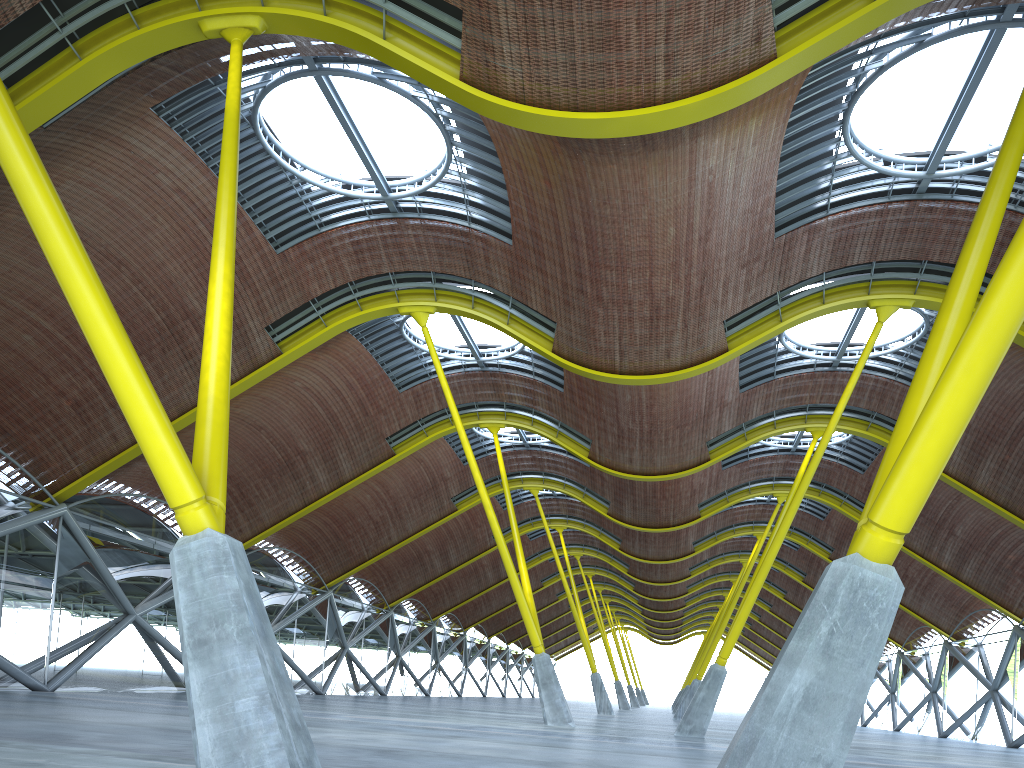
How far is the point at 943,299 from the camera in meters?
9.7

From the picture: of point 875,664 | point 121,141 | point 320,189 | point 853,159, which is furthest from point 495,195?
point 875,664
